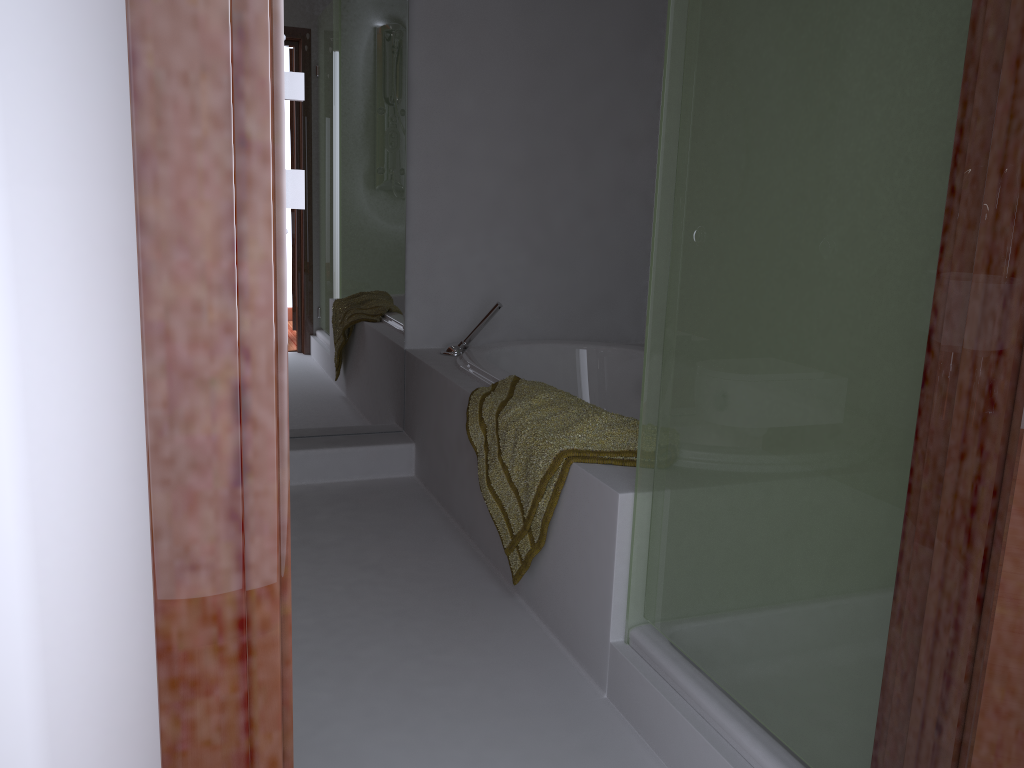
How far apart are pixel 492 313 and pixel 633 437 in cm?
130

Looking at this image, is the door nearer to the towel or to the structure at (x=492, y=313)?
the towel

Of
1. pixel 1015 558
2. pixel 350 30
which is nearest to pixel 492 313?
pixel 350 30

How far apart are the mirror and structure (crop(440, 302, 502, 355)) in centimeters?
19cm

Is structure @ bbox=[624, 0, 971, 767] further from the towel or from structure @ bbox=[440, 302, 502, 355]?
structure @ bbox=[440, 302, 502, 355]

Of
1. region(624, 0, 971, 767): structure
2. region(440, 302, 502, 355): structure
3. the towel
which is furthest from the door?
region(440, 302, 502, 355): structure

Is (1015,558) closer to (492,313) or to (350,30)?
(492,313)

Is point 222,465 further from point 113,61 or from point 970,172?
point 970,172

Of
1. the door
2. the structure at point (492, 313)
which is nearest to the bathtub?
the structure at point (492, 313)

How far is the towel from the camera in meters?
2.0 m
